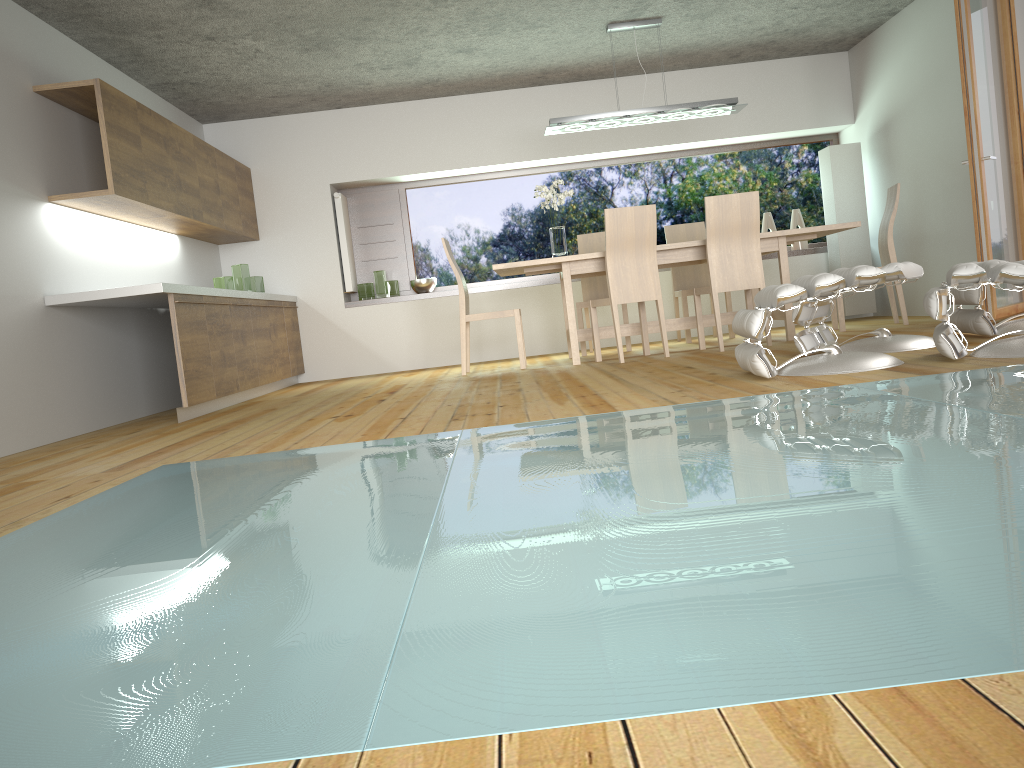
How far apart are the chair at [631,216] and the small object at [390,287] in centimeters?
270cm

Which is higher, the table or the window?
the window

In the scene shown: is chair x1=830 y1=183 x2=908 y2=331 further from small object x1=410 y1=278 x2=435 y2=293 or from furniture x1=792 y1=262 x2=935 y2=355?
small object x1=410 y1=278 x2=435 y2=293

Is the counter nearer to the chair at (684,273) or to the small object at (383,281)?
the small object at (383,281)

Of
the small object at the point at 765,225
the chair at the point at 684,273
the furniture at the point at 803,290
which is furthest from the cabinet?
the small object at the point at 765,225

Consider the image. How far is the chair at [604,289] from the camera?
7.50m

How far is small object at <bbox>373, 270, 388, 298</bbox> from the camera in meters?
8.2

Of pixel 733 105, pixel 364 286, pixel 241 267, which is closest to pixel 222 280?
pixel 241 267

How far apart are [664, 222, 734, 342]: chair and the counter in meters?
3.4 m

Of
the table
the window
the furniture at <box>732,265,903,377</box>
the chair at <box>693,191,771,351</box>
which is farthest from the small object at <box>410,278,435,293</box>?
the furniture at <box>732,265,903,377</box>
